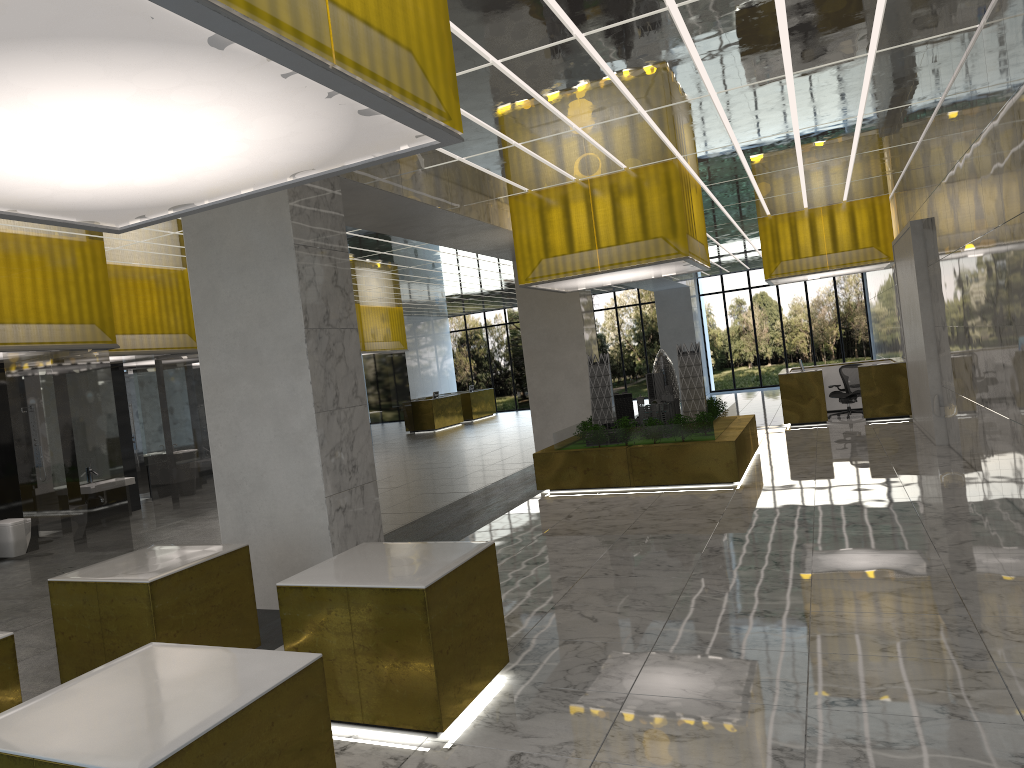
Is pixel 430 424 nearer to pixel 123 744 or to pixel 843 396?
pixel 843 396

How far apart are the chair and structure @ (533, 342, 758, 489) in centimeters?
707cm

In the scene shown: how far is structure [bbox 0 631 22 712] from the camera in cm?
563

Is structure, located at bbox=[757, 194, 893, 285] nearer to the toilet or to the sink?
the sink

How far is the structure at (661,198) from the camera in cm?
1624

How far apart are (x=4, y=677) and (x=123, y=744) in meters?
2.6 m

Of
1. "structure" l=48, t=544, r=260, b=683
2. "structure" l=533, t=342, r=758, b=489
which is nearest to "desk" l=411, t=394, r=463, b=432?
"structure" l=533, t=342, r=758, b=489

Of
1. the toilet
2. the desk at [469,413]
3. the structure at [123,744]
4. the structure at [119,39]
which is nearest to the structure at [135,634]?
the structure at [123,744]

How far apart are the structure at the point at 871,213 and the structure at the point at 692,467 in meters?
6.5 m

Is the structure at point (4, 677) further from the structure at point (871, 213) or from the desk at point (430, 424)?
the desk at point (430, 424)
